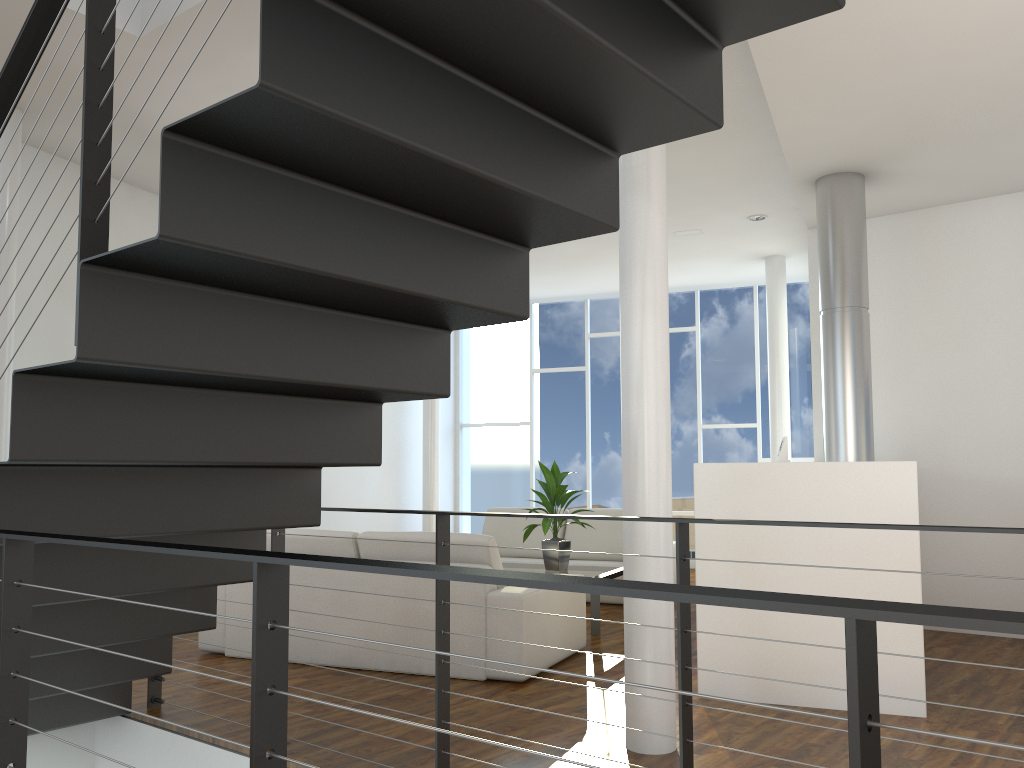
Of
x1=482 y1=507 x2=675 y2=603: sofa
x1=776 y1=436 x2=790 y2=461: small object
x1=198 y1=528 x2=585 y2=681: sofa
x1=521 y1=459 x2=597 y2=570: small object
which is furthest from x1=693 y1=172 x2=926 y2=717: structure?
x1=482 y1=507 x2=675 y2=603: sofa

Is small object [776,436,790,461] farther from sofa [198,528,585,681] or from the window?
the window

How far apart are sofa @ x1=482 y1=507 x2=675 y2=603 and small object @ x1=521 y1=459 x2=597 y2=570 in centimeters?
78cm

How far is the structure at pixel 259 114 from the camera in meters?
1.3

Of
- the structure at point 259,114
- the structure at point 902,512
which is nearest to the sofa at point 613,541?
the structure at point 902,512

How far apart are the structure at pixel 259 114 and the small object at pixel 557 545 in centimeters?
216cm

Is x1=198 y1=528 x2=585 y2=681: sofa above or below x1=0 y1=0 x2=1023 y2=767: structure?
below

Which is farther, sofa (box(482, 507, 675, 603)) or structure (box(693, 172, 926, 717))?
sofa (box(482, 507, 675, 603))

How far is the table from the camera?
4.4m

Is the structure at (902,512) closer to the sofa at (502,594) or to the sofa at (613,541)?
the sofa at (502,594)
